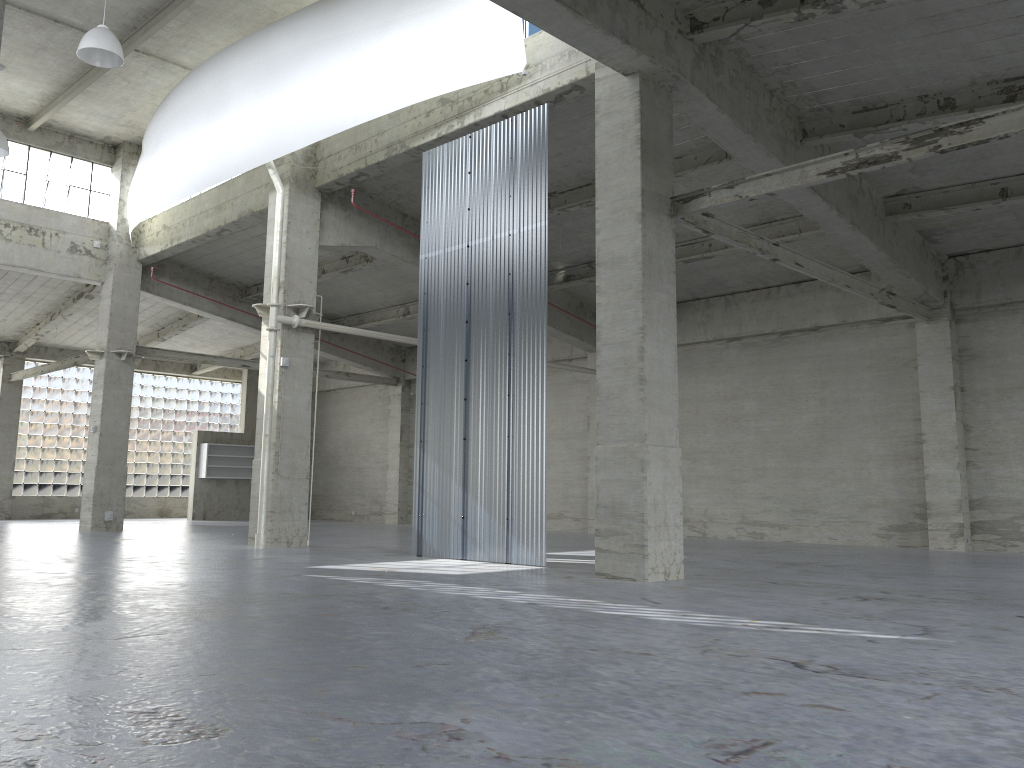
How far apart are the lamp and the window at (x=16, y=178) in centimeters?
1276cm

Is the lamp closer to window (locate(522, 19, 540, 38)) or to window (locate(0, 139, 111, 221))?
window (locate(522, 19, 540, 38))

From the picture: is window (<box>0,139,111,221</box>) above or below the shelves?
above

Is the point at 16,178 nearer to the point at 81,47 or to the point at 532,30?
the point at 81,47

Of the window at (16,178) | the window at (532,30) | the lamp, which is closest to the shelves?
the window at (16,178)

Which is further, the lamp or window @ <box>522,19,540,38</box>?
the lamp

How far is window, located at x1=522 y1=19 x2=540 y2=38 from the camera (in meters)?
21.09

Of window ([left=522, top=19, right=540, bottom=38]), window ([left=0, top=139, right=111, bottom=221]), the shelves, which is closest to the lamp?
window ([left=522, top=19, right=540, bottom=38])

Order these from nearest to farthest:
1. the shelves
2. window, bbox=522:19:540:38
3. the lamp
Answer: window, bbox=522:19:540:38 < the lamp < the shelves

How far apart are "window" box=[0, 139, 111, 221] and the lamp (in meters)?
12.76
